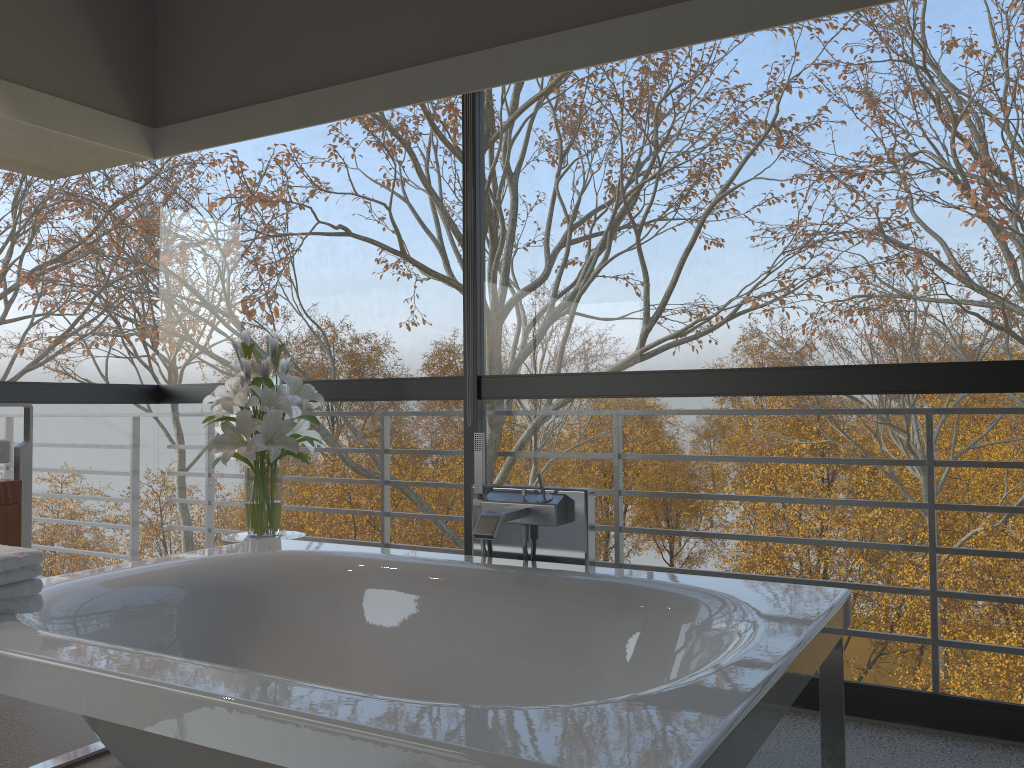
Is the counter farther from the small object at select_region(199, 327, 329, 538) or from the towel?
the towel

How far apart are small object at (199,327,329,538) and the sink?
0.74m

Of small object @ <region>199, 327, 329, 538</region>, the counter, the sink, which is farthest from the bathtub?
the sink

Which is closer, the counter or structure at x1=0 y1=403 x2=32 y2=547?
the counter

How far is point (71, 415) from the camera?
8.8m

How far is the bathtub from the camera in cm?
127

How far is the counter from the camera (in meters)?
3.17

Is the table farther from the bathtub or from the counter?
the counter

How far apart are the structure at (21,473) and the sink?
0.17m

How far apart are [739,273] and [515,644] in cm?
287
